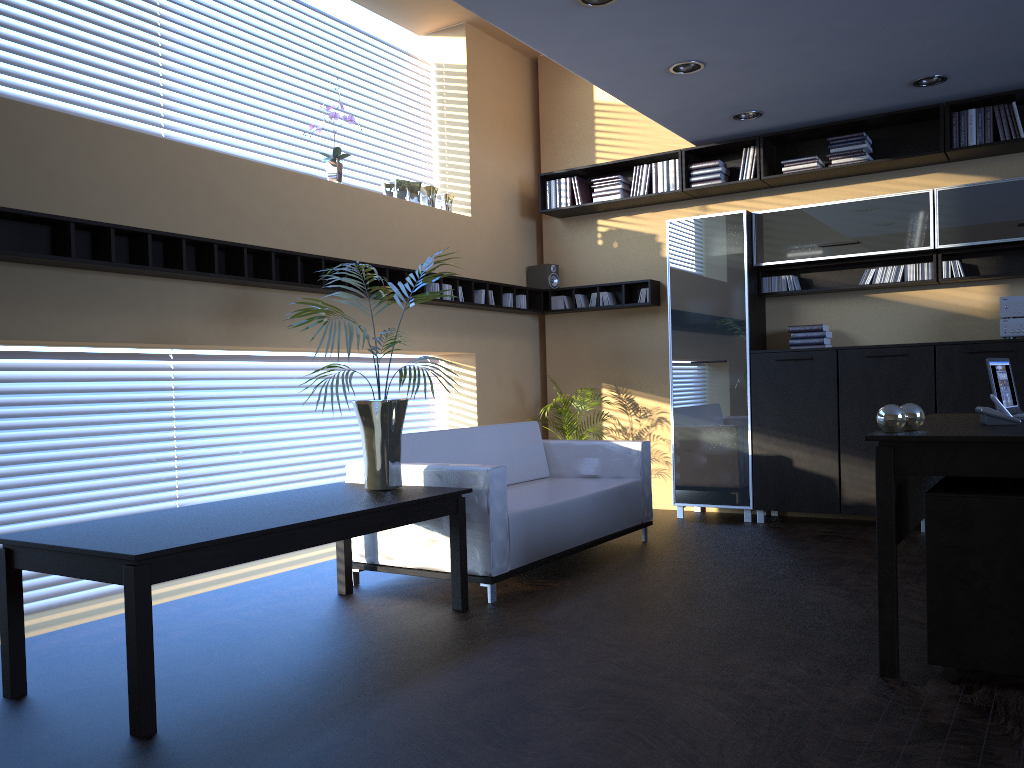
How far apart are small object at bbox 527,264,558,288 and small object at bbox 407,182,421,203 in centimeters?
159cm

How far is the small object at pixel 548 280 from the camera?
8.0 meters

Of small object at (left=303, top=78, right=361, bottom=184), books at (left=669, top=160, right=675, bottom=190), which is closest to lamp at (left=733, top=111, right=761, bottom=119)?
books at (left=669, top=160, right=675, bottom=190)

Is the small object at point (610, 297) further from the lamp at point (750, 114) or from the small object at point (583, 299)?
the lamp at point (750, 114)

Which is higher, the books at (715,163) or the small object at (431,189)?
the books at (715,163)

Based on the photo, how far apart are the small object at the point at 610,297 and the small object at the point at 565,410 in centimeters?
104cm

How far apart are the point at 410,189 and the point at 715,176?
2.4m

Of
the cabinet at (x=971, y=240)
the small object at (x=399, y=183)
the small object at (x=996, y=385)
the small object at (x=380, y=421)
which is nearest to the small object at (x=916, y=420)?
Result: the small object at (x=996, y=385)

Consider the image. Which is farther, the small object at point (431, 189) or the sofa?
the small object at point (431, 189)

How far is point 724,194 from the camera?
7.3 meters
